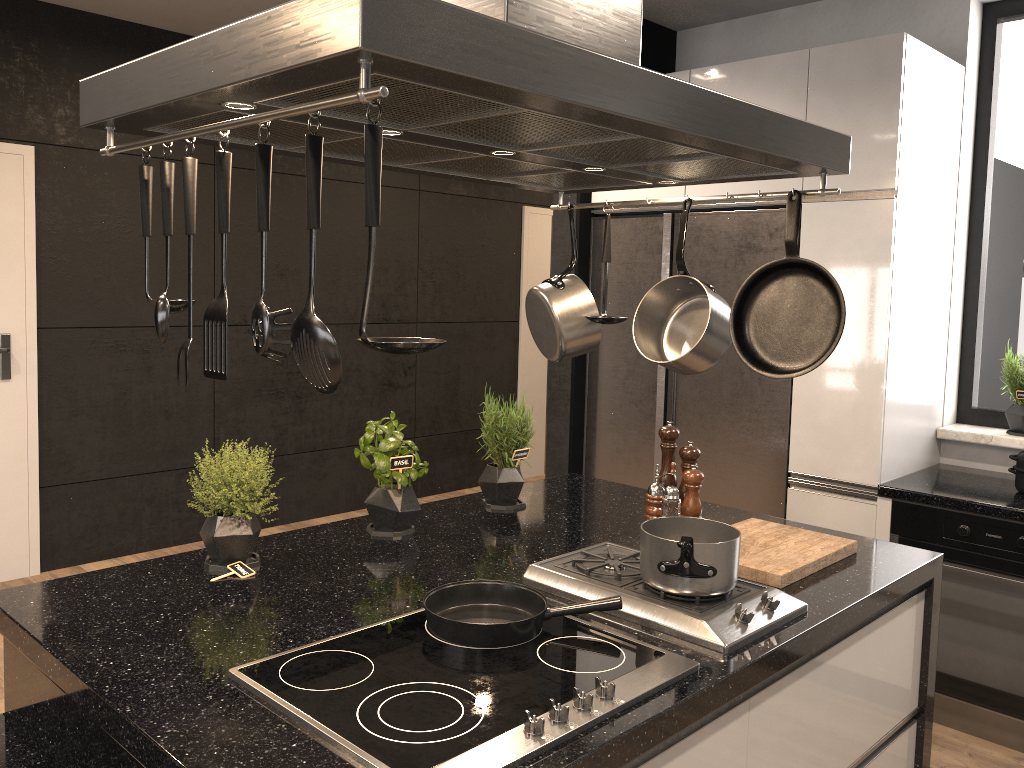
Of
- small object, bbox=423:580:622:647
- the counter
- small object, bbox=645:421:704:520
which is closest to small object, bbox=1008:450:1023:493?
the counter

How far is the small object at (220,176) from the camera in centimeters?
119cm

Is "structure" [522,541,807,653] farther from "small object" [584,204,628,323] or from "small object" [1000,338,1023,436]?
"small object" [1000,338,1023,436]

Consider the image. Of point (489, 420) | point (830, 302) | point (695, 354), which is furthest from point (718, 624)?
point (489, 420)

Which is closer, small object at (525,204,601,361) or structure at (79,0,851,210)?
structure at (79,0,851,210)

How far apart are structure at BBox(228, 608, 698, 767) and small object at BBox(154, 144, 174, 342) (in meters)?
0.55

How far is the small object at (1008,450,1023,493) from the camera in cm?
305

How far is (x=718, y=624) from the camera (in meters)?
1.64

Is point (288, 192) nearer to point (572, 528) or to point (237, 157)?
point (237, 157)

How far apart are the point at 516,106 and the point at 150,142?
0.55m
